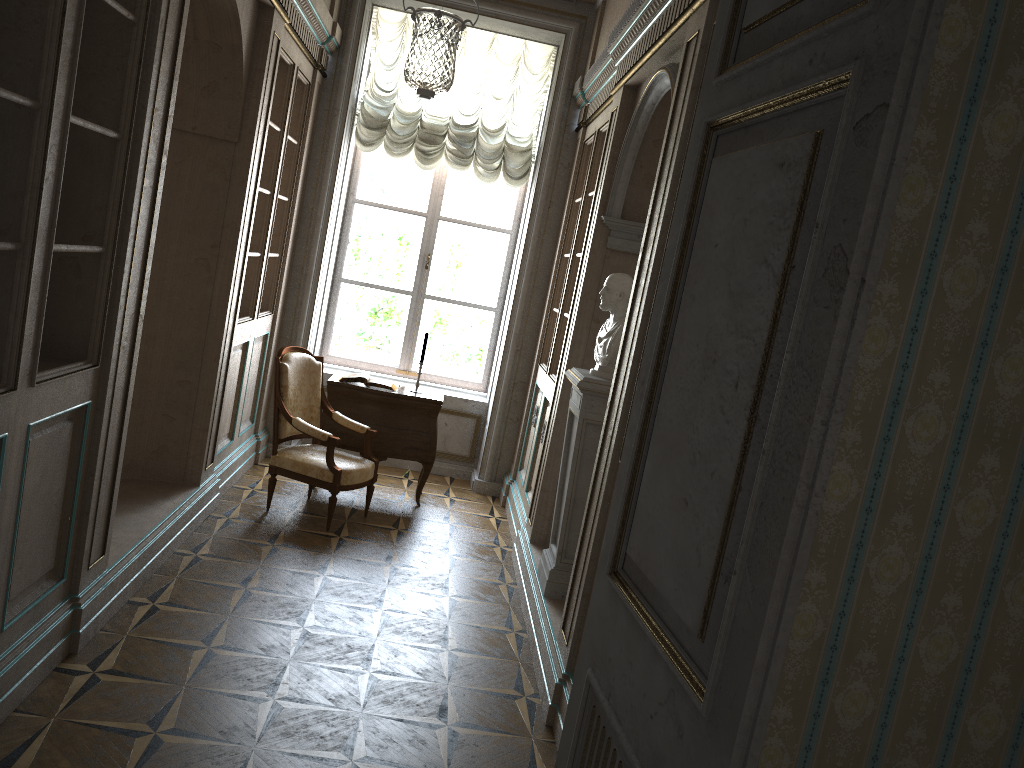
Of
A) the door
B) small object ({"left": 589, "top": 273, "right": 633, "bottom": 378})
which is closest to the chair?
small object ({"left": 589, "top": 273, "right": 633, "bottom": 378})

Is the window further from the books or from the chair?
the chair

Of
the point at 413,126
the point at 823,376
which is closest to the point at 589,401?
the point at 823,376

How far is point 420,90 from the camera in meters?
4.1

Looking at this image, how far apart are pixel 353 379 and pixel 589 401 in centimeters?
241cm

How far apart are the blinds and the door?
5.32m

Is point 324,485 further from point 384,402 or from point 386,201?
Answer: point 386,201

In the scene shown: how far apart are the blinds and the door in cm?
532

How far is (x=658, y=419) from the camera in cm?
165

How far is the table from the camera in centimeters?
611cm
